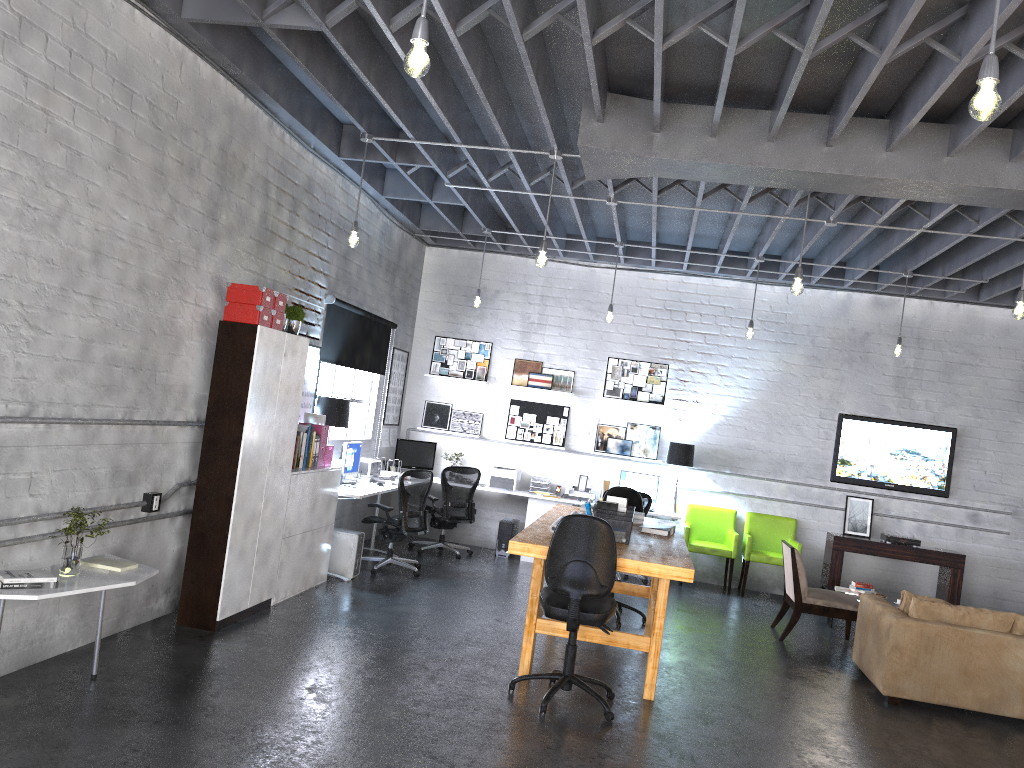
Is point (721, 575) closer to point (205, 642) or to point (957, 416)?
point (957, 416)

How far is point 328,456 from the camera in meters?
7.8 m

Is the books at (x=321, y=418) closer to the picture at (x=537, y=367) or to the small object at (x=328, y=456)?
the small object at (x=328, y=456)

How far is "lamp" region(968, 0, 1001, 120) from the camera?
2.8m

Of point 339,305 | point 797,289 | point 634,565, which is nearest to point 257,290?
point 339,305

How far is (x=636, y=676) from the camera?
6.1 meters

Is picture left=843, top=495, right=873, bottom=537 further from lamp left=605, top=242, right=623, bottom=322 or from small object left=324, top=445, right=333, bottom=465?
small object left=324, top=445, right=333, bottom=465

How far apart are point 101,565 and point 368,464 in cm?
433

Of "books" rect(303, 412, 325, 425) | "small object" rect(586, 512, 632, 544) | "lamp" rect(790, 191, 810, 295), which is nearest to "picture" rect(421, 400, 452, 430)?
"books" rect(303, 412, 325, 425)

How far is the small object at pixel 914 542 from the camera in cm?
992
